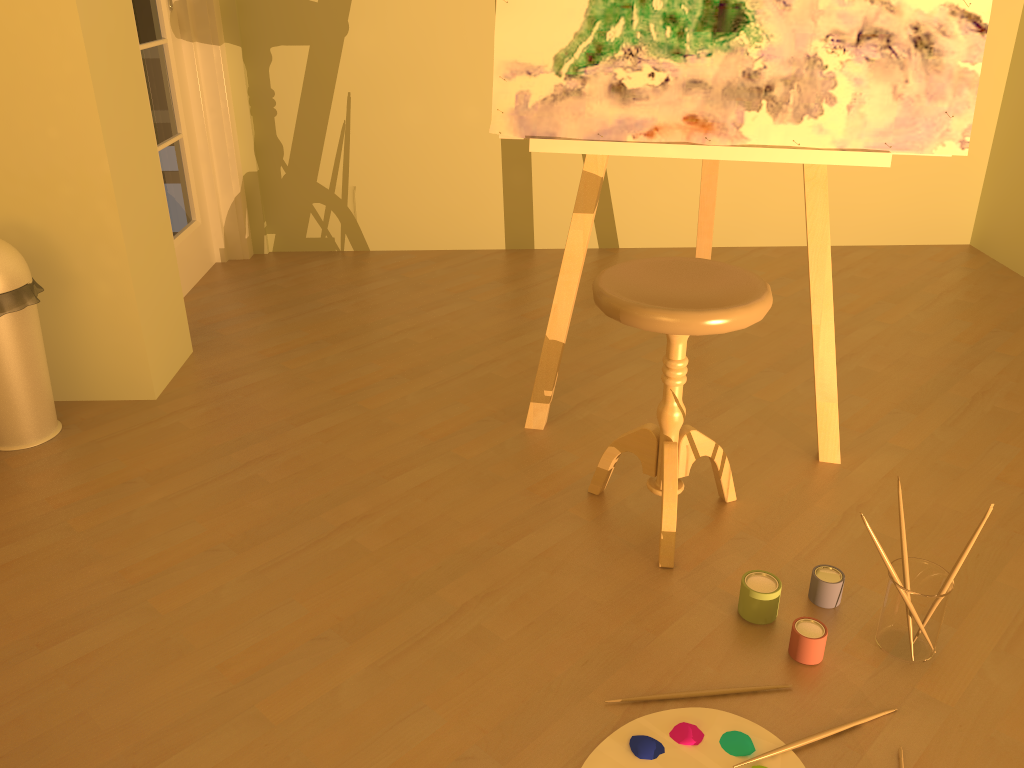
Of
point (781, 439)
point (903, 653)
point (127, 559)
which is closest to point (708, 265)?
point (781, 439)

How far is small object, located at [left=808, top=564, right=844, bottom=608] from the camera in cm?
167

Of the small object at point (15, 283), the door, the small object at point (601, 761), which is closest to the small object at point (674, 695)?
the small object at point (601, 761)

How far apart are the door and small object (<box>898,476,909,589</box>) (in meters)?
2.64

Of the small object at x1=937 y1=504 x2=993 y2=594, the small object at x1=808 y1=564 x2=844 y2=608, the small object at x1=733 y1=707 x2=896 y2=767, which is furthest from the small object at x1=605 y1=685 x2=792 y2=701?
the small object at x1=937 y1=504 x2=993 y2=594

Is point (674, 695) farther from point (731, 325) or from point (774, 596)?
point (731, 325)

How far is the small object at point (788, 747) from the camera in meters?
1.4

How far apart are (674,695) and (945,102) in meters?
1.3 m

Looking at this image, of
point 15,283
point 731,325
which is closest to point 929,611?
point 731,325

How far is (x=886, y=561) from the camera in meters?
1.5 m
